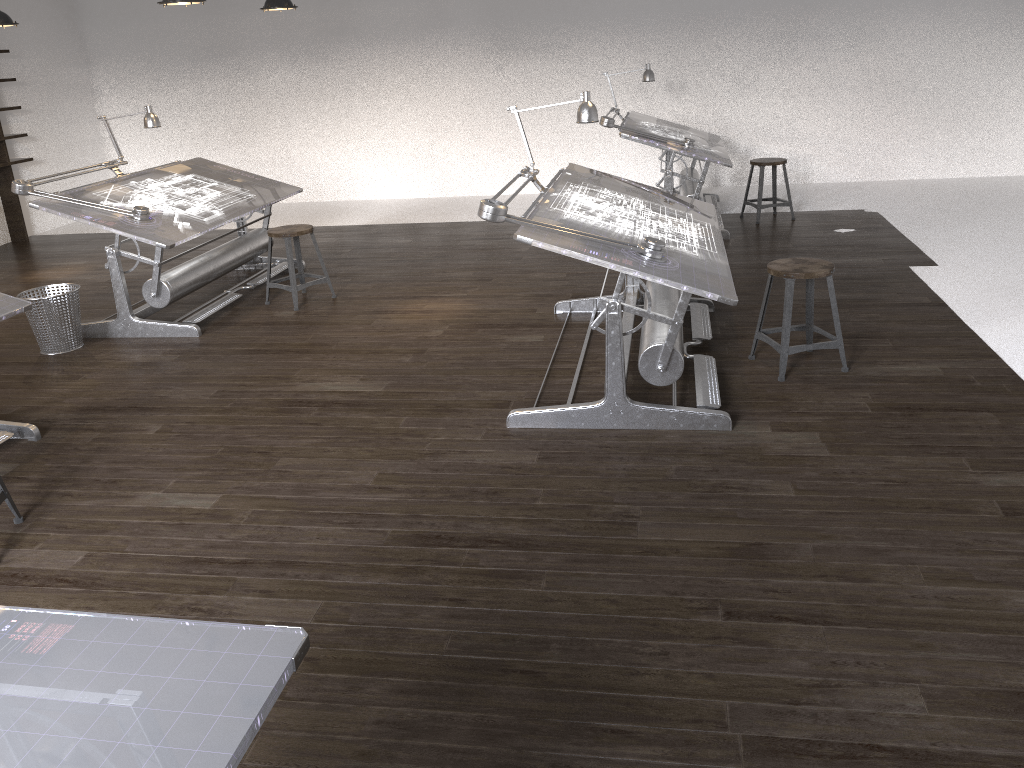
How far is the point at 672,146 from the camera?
6.89m

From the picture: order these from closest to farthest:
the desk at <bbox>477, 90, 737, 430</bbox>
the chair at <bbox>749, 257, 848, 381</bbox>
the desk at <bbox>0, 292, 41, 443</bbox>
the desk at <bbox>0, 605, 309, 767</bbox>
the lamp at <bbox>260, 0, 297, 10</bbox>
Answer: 1. the desk at <bbox>0, 605, 309, 767</bbox>
2. the desk at <bbox>477, 90, 737, 430</bbox>
3. the desk at <bbox>0, 292, 41, 443</bbox>
4. the chair at <bbox>749, 257, 848, 381</bbox>
5. the lamp at <bbox>260, 0, 297, 10</bbox>

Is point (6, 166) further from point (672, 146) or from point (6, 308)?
point (672, 146)

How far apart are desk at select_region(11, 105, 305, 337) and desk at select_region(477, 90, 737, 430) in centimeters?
224cm

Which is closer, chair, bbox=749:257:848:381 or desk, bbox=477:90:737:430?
desk, bbox=477:90:737:430

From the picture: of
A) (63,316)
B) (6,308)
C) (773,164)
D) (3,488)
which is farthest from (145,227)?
(773,164)

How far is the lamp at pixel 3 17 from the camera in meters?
6.8

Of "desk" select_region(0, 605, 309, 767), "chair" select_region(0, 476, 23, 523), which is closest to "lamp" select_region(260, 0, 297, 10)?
"chair" select_region(0, 476, 23, 523)

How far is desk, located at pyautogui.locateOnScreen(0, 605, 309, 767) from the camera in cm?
120

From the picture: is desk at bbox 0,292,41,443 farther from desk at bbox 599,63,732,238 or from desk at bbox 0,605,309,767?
desk at bbox 599,63,732,238
